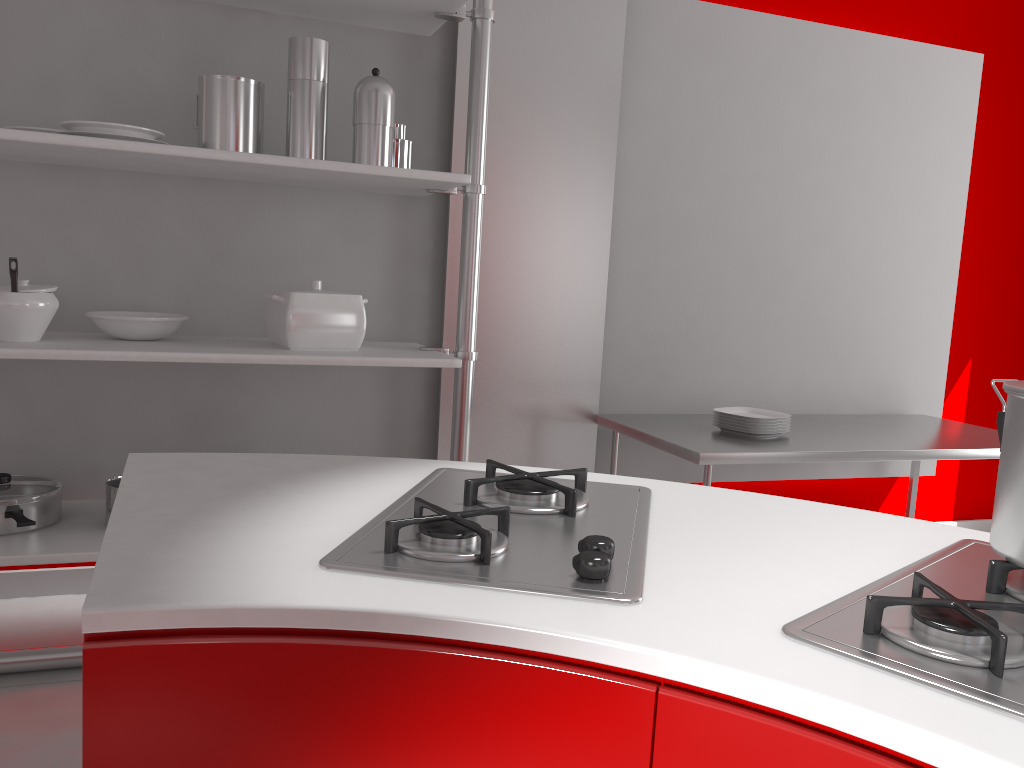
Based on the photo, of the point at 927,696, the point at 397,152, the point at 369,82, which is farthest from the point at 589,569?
the point at 397,152

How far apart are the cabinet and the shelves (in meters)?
1.64

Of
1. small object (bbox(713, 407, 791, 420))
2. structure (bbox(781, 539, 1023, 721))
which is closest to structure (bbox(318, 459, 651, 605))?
structure (bbox(781, 539, 1023, 721))

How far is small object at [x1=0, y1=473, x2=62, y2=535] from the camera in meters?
2.3 m

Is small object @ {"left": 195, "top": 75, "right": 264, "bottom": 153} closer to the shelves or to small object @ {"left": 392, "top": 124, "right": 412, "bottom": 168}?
the shelves

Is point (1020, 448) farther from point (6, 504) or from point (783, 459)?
point (6, 504)

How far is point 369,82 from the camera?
2.4 meters

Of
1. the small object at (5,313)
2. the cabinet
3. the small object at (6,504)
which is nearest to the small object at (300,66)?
the small object at (5,313)

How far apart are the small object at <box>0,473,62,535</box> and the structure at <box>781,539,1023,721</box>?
2.1m

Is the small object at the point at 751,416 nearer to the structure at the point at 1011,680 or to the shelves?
the shelves
